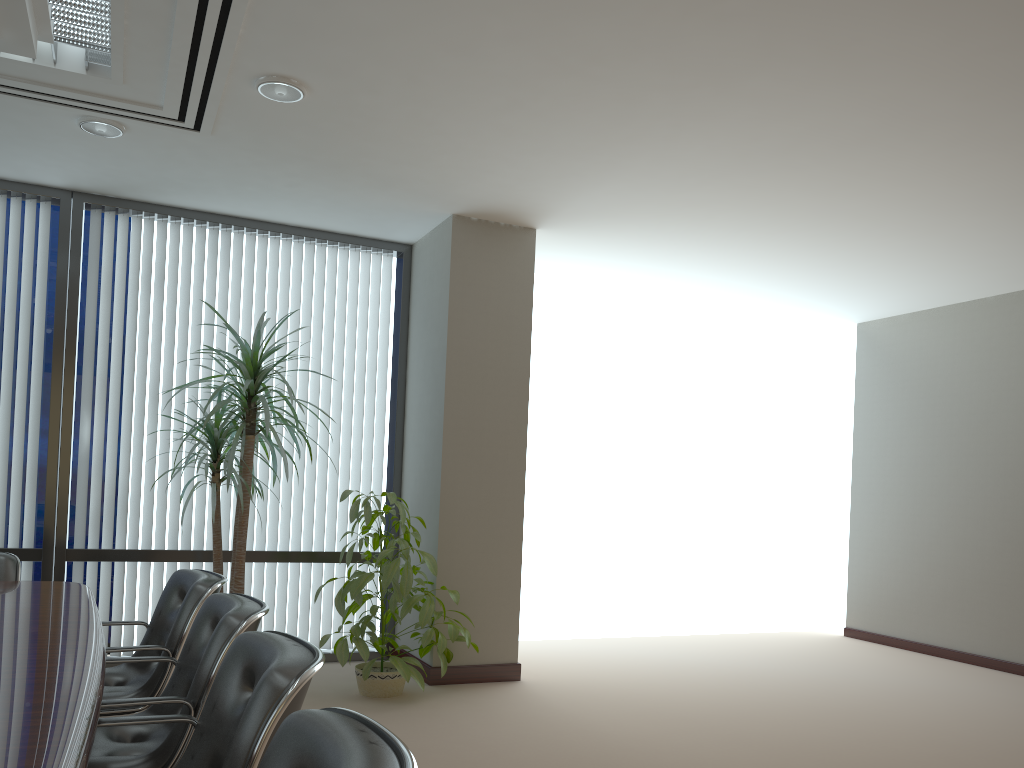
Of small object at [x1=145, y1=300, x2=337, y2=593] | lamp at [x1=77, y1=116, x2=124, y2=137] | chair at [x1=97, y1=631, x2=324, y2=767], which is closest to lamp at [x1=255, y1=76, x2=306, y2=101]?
lamp at [x1=77, y1=116, x2=124, y2=137]

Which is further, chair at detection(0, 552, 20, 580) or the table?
chair at detection(0, 552, 20, 580)

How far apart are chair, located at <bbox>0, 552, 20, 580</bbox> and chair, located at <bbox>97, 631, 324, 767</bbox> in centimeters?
240cm

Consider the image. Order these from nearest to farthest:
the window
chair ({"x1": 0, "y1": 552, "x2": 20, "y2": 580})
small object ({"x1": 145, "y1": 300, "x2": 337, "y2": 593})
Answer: chair ({"x1": 0, "y1": 552, "x2": 20, "y2": 580}) → small object ({"x1": 145, "y1": 300, "x2": 337, "y2": 593}) → the window

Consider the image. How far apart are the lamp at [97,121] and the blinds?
1.32m

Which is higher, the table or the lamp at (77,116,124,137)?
the lamp at (77,116,124,137)

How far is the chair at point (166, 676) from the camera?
3.3 meters

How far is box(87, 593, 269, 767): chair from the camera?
2.53m

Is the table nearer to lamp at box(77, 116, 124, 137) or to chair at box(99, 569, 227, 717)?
chair at box(99, 569, 227, 717)

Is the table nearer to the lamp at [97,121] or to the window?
the window
